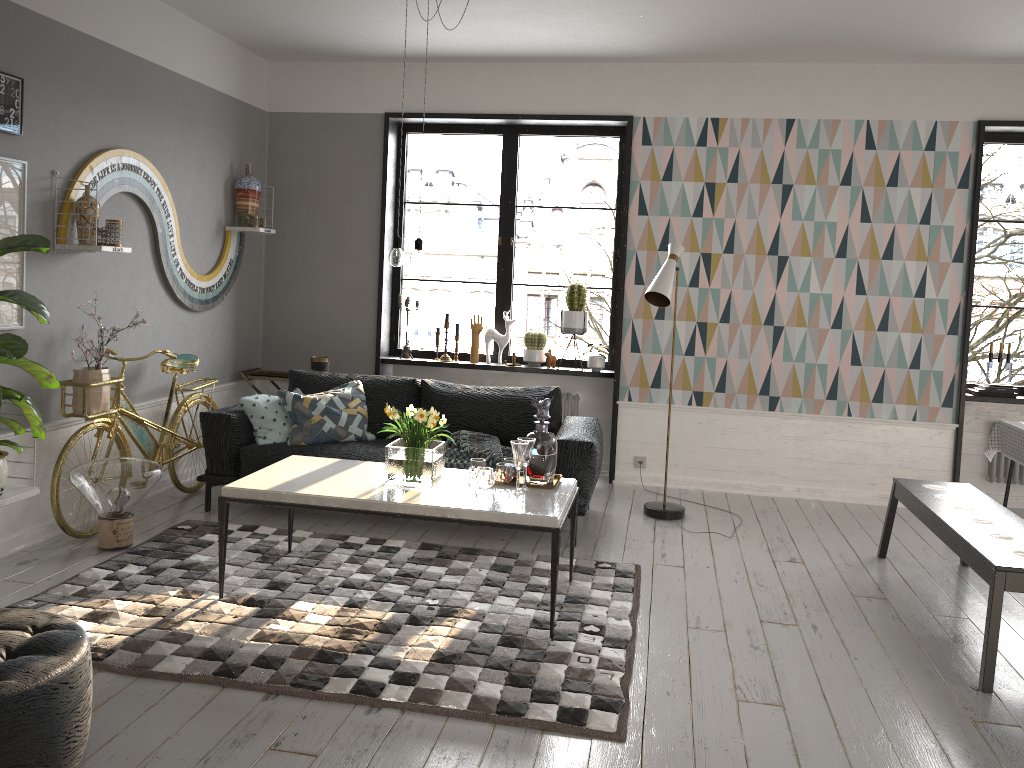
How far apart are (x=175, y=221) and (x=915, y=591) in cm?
469

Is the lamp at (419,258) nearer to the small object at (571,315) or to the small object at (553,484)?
the small object at (553,484)

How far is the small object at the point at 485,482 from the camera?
3.93m

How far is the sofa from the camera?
4.9 meters

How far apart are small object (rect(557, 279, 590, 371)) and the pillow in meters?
1.6 m

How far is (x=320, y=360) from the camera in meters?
6.4

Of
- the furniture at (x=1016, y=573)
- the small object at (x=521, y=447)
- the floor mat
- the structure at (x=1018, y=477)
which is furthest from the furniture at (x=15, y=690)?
the structure at (x=1018, y=477)

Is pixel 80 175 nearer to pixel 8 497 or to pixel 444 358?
pixel 8 497

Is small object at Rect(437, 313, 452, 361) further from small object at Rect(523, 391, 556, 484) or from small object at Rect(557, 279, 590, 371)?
small object at Rect(523, 391, 556, 484)

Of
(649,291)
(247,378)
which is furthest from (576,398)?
(247,378)
